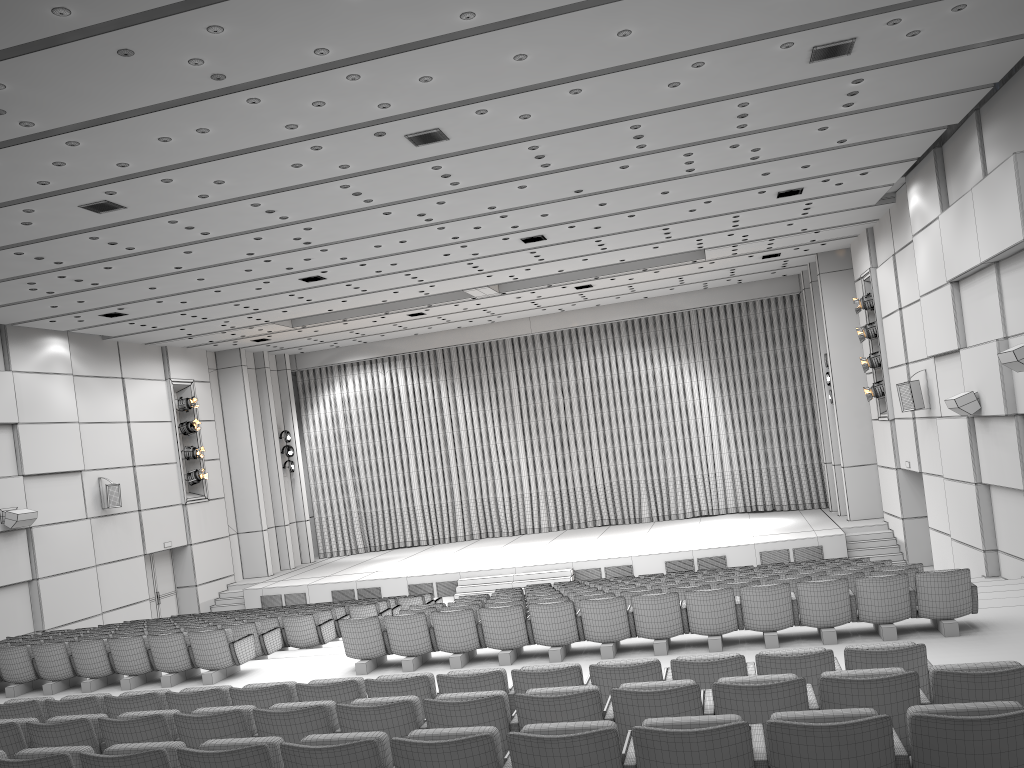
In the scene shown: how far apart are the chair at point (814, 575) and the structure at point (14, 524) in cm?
1212

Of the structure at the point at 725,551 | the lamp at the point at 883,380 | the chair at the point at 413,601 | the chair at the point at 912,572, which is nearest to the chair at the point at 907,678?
the chair at the point at 912,572

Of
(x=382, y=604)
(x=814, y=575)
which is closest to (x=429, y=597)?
(x=382, y=604)

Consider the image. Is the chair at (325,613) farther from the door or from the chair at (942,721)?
the door

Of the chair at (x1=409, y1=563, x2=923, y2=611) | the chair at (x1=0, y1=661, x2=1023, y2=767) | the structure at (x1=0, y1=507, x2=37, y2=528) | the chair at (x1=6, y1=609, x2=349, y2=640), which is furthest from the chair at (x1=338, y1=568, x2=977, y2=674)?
the structure at (x1=0, y1=507, x2=37, y2=528)

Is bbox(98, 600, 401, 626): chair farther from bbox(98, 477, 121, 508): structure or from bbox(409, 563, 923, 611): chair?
bbox(98, 477, 121, 508): structure

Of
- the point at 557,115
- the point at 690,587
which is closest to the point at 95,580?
the point at 690,587

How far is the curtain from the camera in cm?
2569

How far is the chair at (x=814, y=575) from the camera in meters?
10.6 m

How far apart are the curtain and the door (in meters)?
5.95
